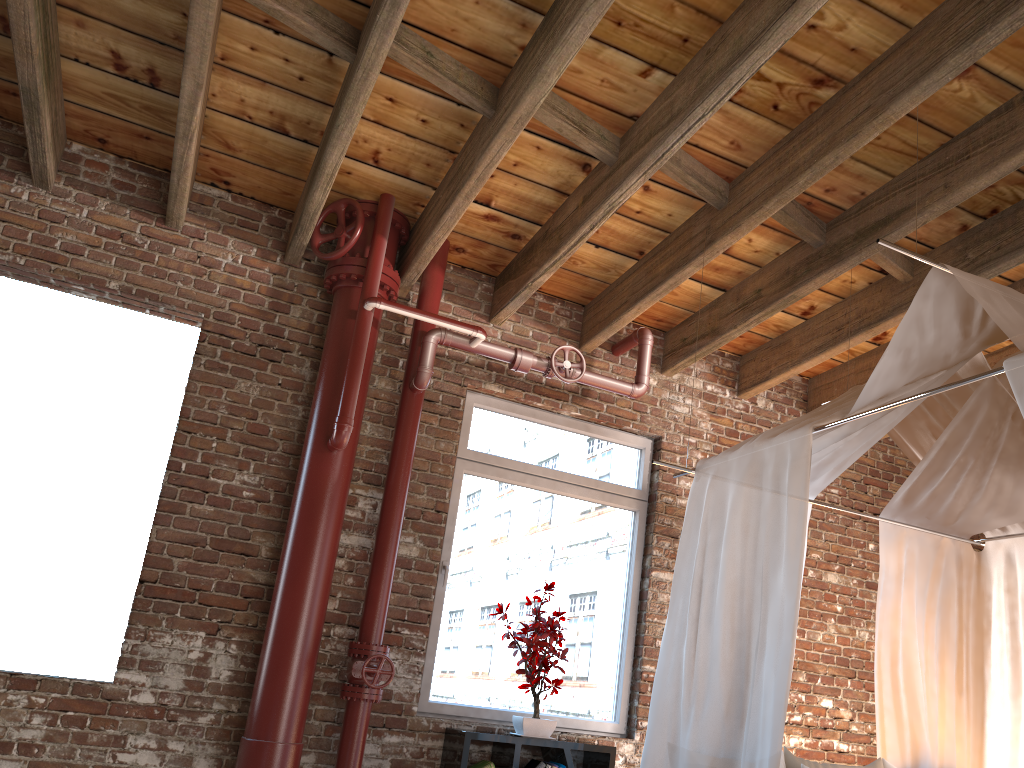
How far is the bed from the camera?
3.1m

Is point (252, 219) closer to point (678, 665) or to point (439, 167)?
point (439, 167)

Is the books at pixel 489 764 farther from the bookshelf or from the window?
the window

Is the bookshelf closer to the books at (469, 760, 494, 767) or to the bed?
the books at (469, 760, 494, 767)

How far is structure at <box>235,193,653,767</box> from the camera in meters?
3.9

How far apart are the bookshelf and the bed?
1.0 meters

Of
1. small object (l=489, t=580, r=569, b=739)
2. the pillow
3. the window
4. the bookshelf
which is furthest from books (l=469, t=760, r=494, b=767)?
the pillow

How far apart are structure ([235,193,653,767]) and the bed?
1.10m

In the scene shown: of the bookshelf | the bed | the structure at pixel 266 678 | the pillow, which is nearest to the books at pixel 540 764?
the bookshelf

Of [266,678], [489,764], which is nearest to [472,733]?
[489,764]
